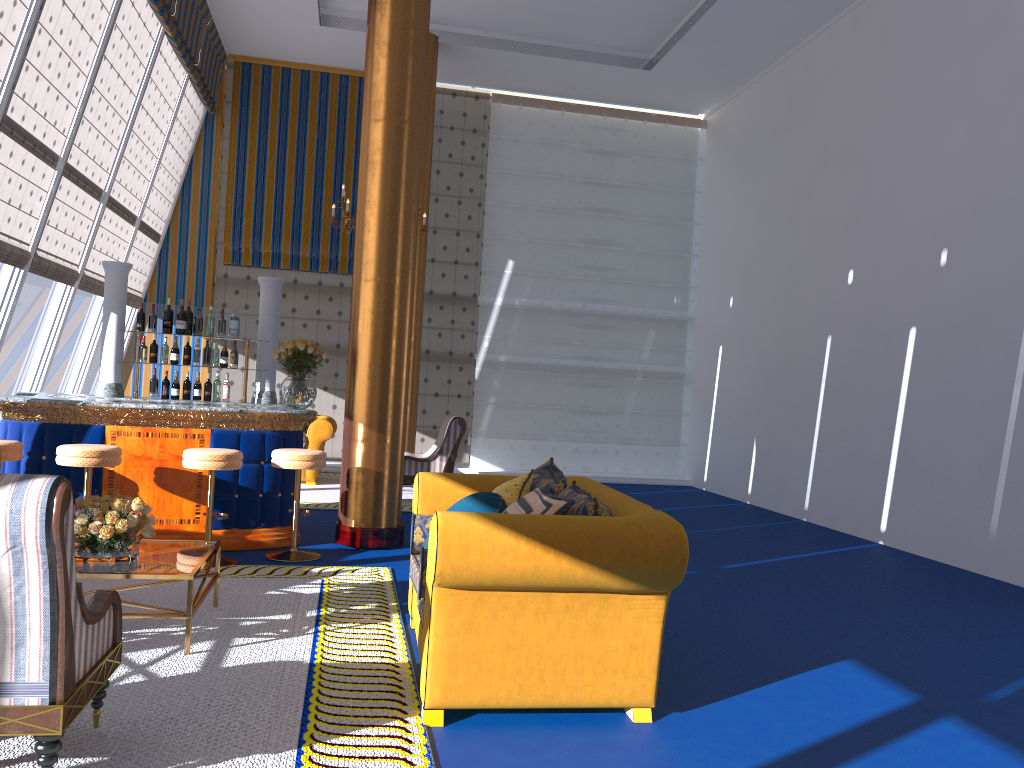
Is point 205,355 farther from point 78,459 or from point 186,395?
point 78,459

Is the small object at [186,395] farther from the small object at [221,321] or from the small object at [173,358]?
the small object at [221,321]

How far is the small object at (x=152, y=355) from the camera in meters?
7.5 m

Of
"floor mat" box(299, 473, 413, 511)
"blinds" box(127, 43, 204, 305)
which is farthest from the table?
"blinds" box(127, 43, 204, 305)

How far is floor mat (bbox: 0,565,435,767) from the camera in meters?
3.0 m

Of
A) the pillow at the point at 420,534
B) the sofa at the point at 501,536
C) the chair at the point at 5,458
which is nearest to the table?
the sofa at the point at 501,536

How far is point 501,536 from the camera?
3.28m

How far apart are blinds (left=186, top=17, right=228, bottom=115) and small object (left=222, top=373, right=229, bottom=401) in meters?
5.5

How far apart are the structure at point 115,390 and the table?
3.0m

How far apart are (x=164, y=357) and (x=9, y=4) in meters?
2.9
